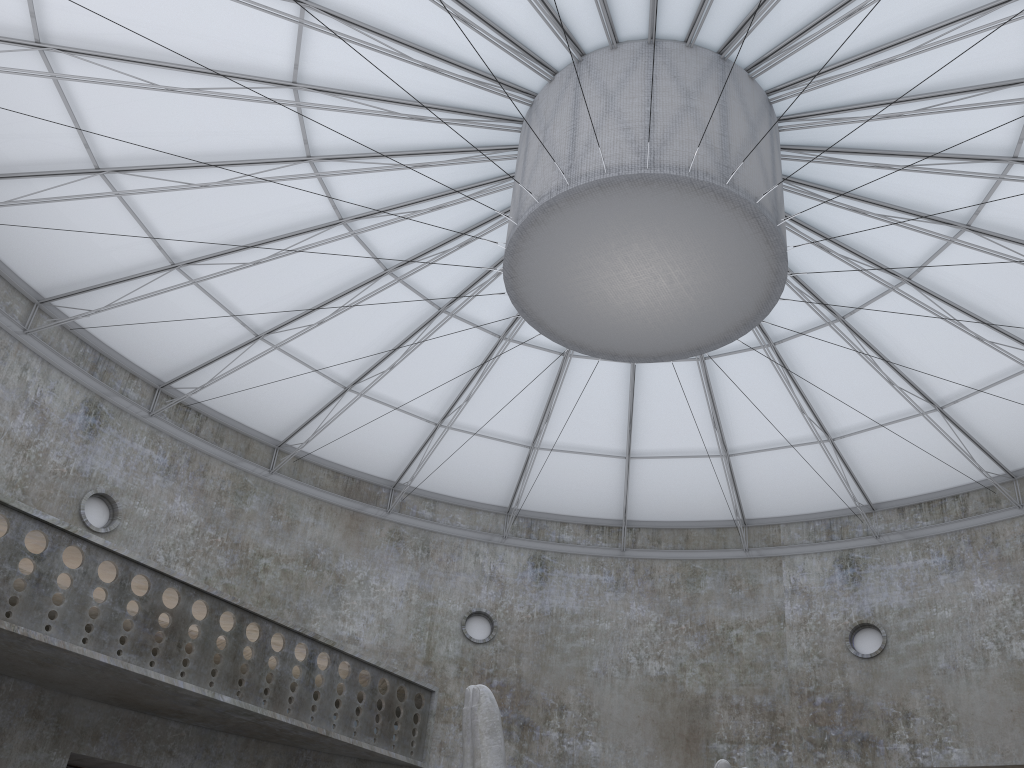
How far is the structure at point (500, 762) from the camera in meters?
15.8

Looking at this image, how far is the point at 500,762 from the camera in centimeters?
1576cm

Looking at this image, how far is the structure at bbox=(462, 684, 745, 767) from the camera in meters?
15.8

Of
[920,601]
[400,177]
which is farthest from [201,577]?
[920,601]
